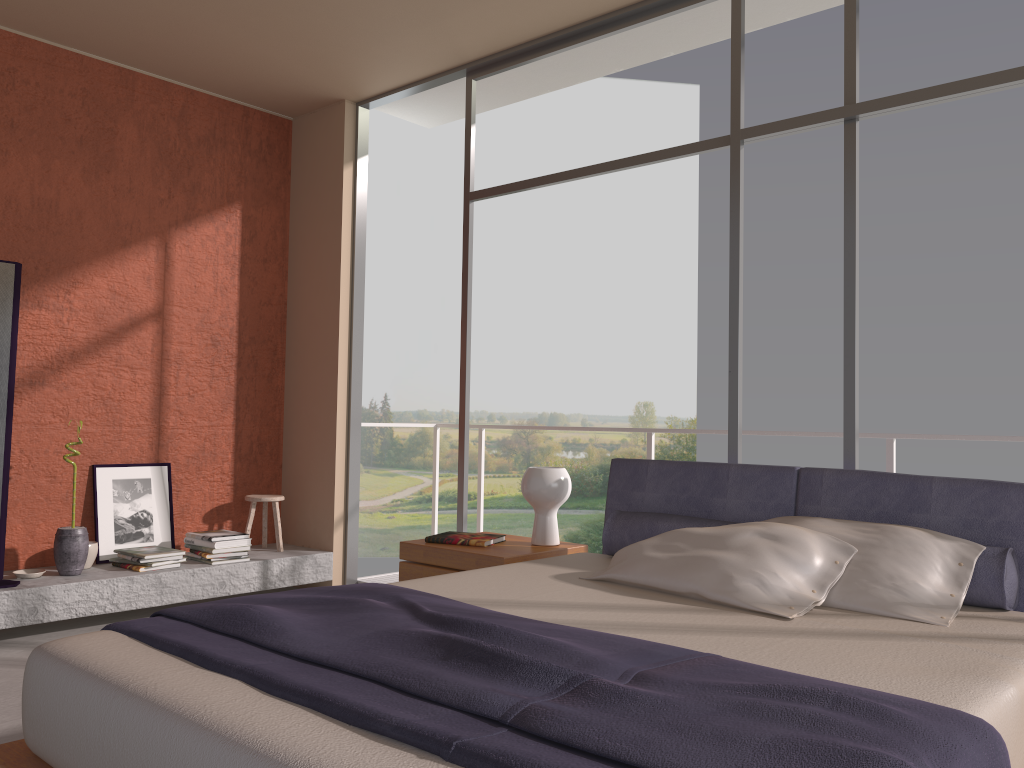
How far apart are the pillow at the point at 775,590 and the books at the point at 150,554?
2.8m

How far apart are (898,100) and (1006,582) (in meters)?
1.91

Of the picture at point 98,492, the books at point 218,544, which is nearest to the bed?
the books at point 218,544

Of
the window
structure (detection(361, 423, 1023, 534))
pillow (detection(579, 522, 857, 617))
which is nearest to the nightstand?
pillow (detection(579, 522, 857, 617))

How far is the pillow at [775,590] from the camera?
2.6 meters

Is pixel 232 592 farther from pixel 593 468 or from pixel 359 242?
pixel 593 468

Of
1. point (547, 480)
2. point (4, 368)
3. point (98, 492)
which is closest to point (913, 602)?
point (547, 480)

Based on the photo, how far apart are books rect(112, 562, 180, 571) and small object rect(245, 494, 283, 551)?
0.88m

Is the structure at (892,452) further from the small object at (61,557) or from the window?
the small object at (61,557)

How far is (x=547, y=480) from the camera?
3.8 meters
